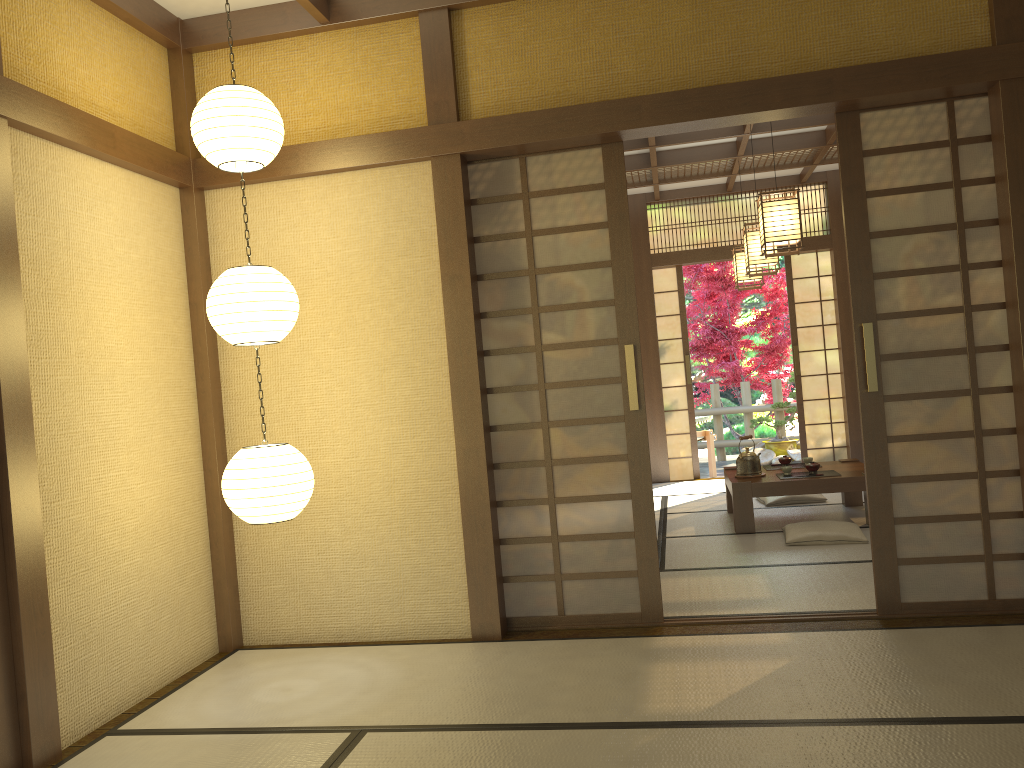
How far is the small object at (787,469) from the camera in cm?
623

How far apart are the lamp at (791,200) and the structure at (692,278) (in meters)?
5.84

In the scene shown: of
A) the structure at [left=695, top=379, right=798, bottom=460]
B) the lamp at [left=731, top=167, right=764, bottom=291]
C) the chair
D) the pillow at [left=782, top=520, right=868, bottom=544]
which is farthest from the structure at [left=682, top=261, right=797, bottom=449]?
the pillow at [left=782, top=520, right=868, bottom=544]

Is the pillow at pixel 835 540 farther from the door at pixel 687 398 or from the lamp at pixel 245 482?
the door at pixel 687 398

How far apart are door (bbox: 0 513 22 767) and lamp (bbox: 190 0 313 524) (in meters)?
0.80

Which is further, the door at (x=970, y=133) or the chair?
the chair

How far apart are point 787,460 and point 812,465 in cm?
54

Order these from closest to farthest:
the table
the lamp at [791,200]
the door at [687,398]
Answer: the lamp at [791,200]
the table
the door at [687,398]

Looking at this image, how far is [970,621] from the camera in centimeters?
374cm

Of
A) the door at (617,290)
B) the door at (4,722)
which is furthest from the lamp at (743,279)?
the door at (4,722)
